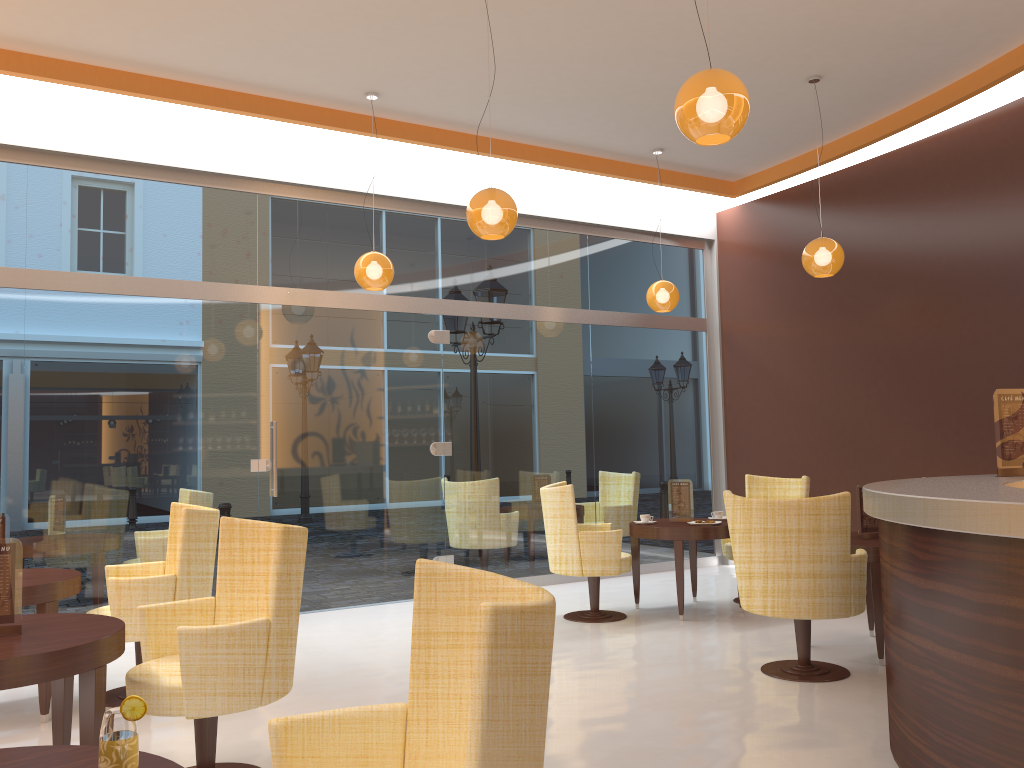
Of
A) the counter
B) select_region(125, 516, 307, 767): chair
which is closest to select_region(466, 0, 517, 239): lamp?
select_region(125, 516, 307, 767): chair

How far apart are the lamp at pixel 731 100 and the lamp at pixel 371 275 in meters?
3.3

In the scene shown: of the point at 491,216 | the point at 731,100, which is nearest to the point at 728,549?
the point at 491,216

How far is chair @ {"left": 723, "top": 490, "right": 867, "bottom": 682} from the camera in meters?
4.7 m

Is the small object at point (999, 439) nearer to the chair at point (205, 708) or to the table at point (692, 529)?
the table at point (692, 529)

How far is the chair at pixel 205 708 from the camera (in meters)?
3.17

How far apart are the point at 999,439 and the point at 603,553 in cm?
294

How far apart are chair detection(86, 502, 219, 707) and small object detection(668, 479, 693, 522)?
3.61m

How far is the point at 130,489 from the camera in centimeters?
654cm

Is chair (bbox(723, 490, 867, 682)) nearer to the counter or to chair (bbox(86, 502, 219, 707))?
the counter
